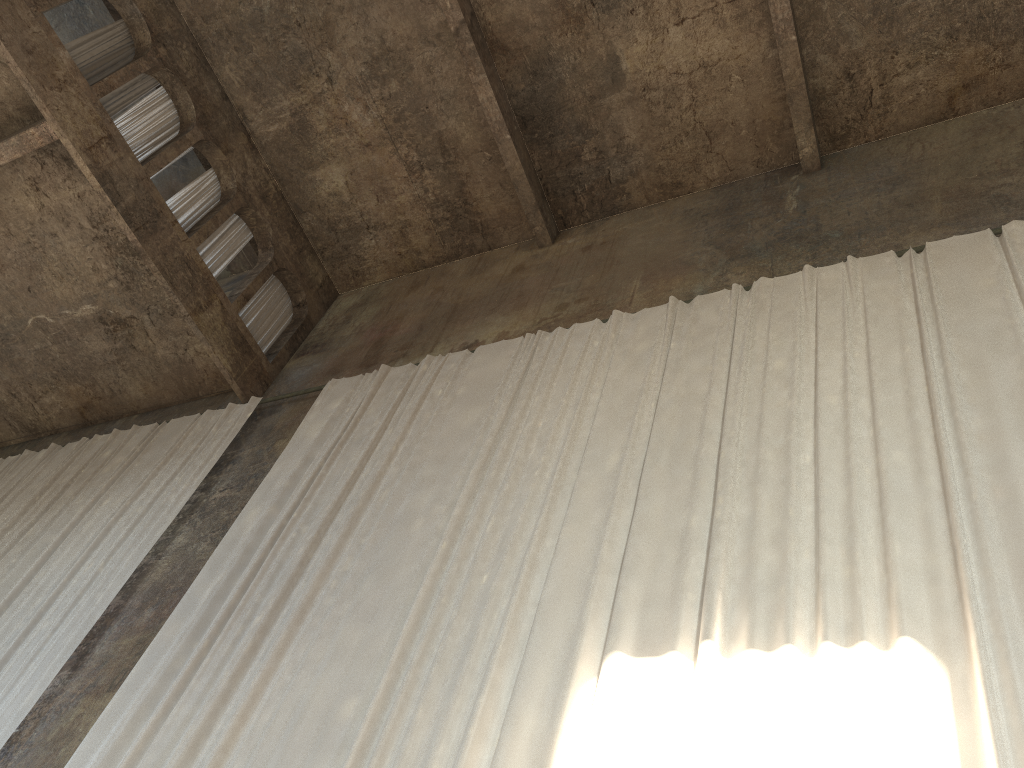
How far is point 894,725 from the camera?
4.1 meters

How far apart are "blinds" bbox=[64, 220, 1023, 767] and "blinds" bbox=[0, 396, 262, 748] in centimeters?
104cm

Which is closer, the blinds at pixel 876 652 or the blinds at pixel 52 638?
the blinds at pixel 876 652

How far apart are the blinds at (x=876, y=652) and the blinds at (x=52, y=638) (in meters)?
1.04

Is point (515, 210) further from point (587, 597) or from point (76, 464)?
point (587, 597)

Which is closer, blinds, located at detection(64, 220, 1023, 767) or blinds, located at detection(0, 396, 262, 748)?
blinds, located at detection(64, 220, 1023, 767)

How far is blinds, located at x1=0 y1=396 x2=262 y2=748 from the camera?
7.84m

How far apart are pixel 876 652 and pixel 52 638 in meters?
6.9

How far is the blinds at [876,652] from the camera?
4.5m
